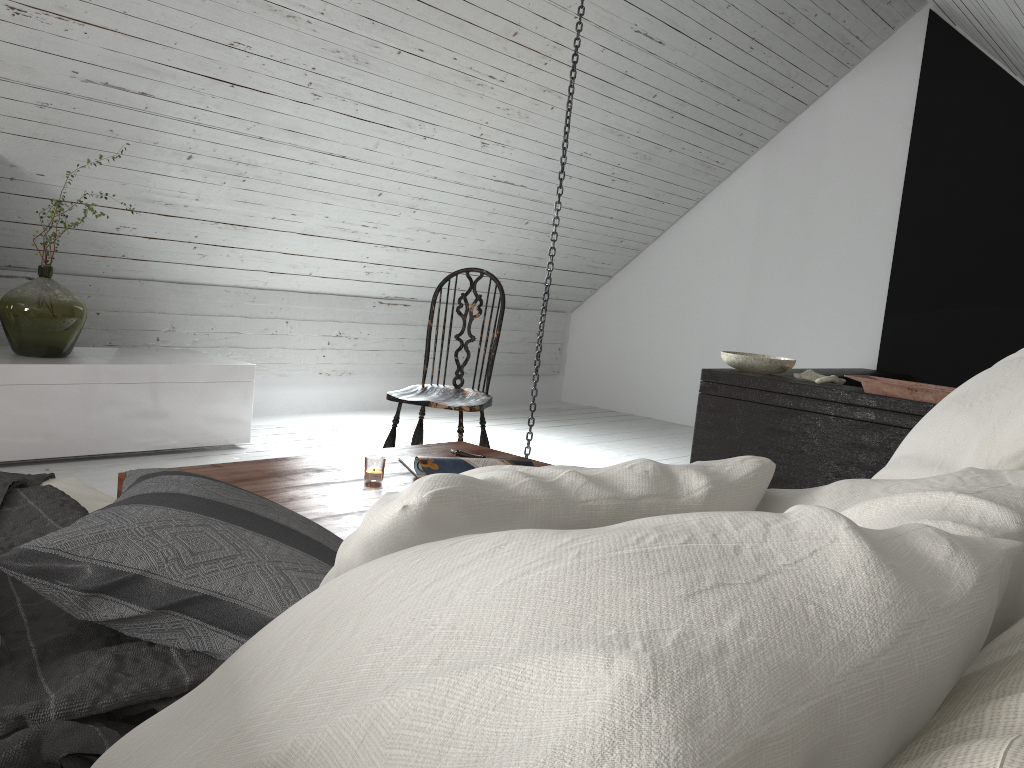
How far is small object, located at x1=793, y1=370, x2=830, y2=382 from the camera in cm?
389

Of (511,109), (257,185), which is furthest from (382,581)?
(511,109)

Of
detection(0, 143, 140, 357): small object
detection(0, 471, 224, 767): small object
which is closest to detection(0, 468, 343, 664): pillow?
detection(0, 471, 224, 767): small object

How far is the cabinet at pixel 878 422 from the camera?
3.52m

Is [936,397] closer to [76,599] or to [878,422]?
[878,422]

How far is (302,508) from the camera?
1.82m

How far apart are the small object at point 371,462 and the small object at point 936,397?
2.3 meters

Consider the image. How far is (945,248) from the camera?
5.36m

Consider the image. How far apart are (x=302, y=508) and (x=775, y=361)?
2.7 meters

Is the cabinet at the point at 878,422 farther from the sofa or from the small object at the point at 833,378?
the sofa
